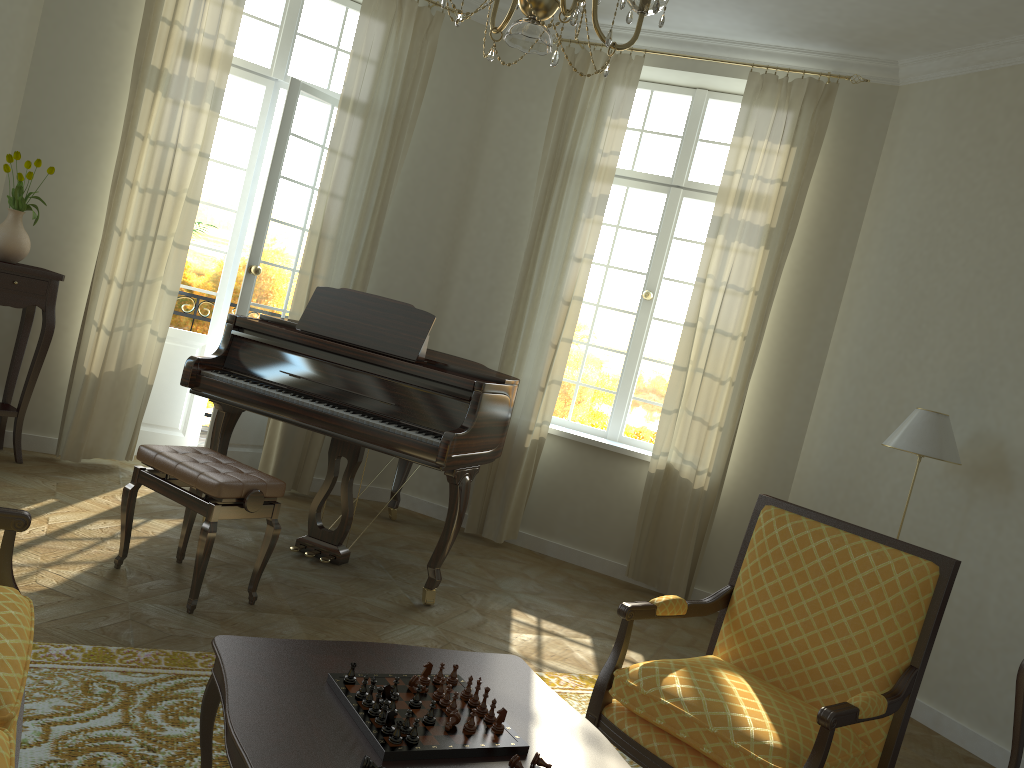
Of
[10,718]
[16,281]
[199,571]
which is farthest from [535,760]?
[16,281]

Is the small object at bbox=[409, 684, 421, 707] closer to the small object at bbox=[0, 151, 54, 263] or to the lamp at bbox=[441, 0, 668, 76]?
the lamp at bbox=[441, 0, 668, 76]

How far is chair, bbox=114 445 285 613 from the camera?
3.6 meters

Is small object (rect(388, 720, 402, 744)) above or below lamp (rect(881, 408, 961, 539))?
below

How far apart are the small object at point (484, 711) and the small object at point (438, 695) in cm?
10

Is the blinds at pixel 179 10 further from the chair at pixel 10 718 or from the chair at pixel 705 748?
the chair at pixel 705 748

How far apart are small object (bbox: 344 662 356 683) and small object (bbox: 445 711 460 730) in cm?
26

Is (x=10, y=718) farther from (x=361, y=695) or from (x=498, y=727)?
(x=498, y=727)

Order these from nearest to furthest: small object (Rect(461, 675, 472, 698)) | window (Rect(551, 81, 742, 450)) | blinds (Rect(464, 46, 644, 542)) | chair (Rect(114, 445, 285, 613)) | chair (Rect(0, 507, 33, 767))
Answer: chair (Rect(0, 507, 33, 767)) < small object (Rect(461, 675, 472, 698)) < chair (Rect(114, 445, 285, 613)) < blinds (Rect(464, 46, 644, 542)) < window (Rect(551, 81, 742, 450))

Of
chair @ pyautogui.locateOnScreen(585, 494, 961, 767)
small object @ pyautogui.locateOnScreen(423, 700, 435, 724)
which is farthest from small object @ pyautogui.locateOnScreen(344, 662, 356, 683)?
chair @ pyautogui.locateOnScreen(585, 494, 961, 767)
